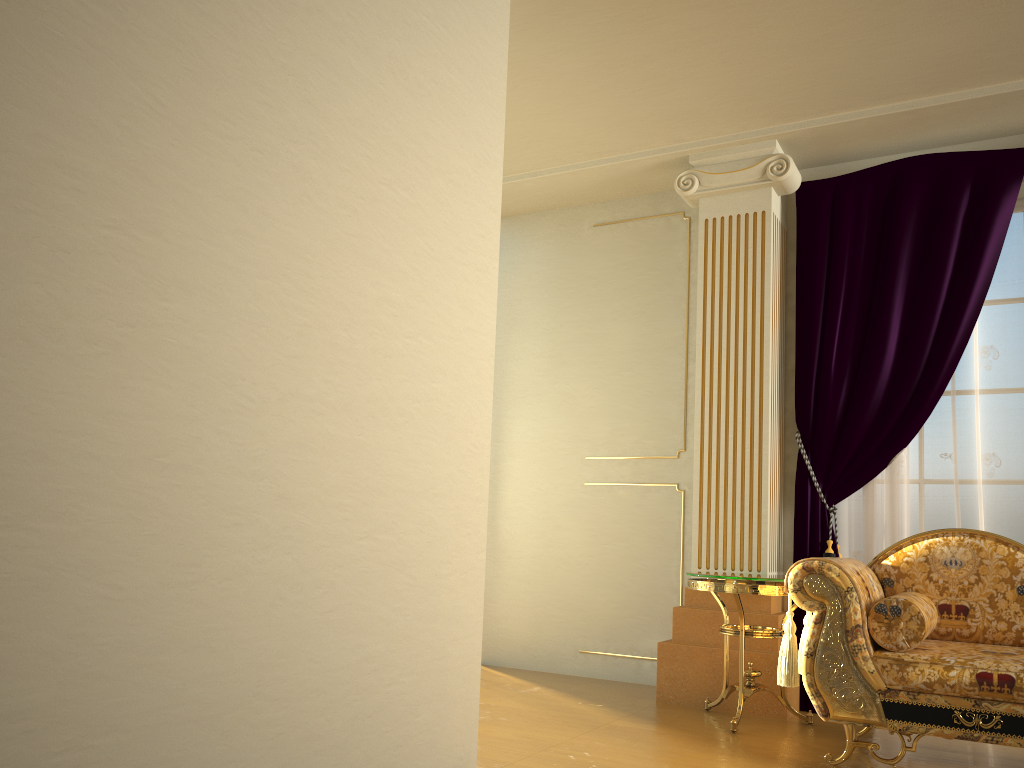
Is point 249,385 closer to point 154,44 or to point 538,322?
point 154,44

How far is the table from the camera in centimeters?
358cm

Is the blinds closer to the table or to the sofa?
the table

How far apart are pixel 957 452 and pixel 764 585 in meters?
1.2 m

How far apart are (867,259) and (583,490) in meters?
1.9 m

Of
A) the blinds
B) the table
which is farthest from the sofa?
the blinds

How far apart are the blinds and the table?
0.28m

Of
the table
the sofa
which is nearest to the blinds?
the table

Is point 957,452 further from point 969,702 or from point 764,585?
point 969,702

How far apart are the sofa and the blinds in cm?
59
